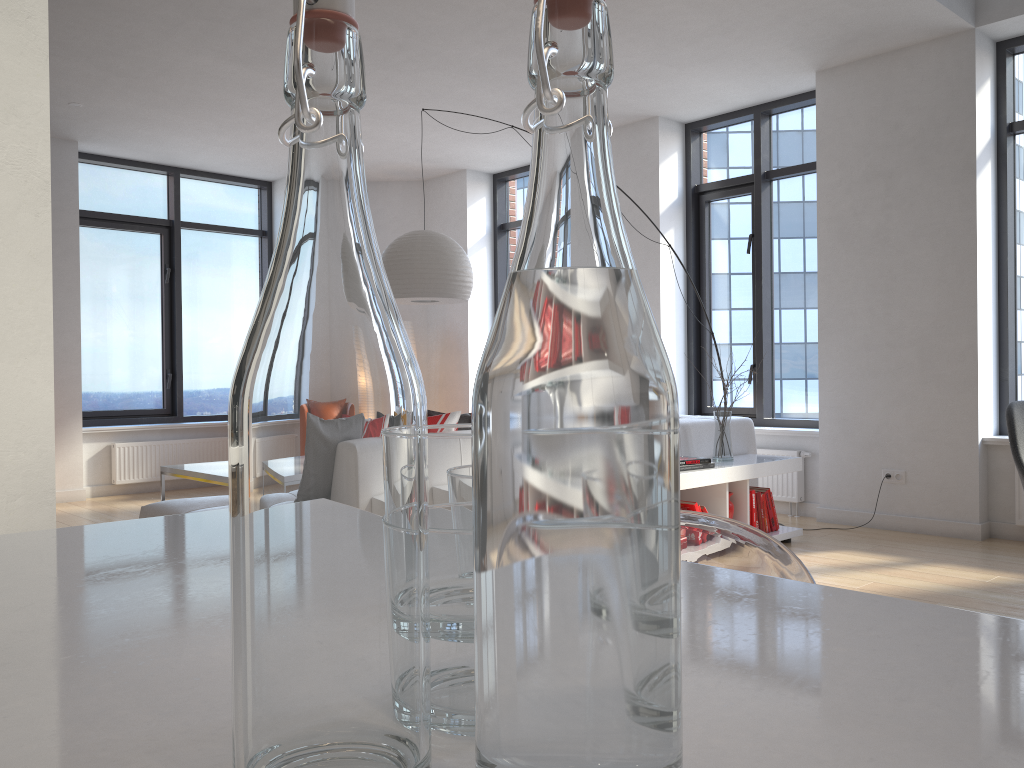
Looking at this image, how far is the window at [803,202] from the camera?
6.49m

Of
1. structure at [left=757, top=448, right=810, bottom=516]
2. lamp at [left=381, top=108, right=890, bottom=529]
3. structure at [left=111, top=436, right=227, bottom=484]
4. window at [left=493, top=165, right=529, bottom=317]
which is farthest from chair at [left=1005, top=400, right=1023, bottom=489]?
structure at [left=111, top=436, right=227, bottom=484]

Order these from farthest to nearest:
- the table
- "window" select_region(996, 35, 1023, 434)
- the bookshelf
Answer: "window" select_region(996, 35, 1023, 434) < the table < the bookshelf

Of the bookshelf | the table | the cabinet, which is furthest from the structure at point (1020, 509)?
the cabinet

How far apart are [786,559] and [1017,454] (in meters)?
2.23

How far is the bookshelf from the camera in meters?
4.5 m

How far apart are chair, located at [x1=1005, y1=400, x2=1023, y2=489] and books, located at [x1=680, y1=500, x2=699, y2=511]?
1.97m

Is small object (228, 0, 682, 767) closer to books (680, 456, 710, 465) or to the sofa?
the sofa

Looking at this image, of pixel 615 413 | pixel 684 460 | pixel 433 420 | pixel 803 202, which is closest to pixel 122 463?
pixel 433 420

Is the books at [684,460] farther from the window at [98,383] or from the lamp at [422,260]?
the window at [98,383]
